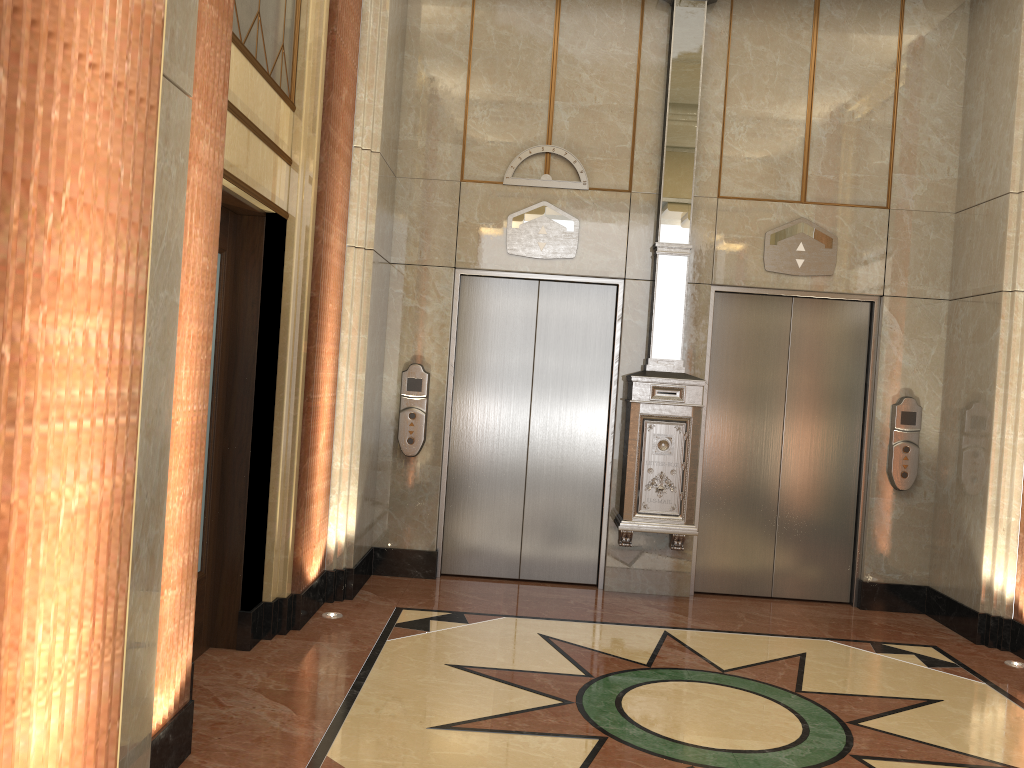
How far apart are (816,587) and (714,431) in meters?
1.3 m
